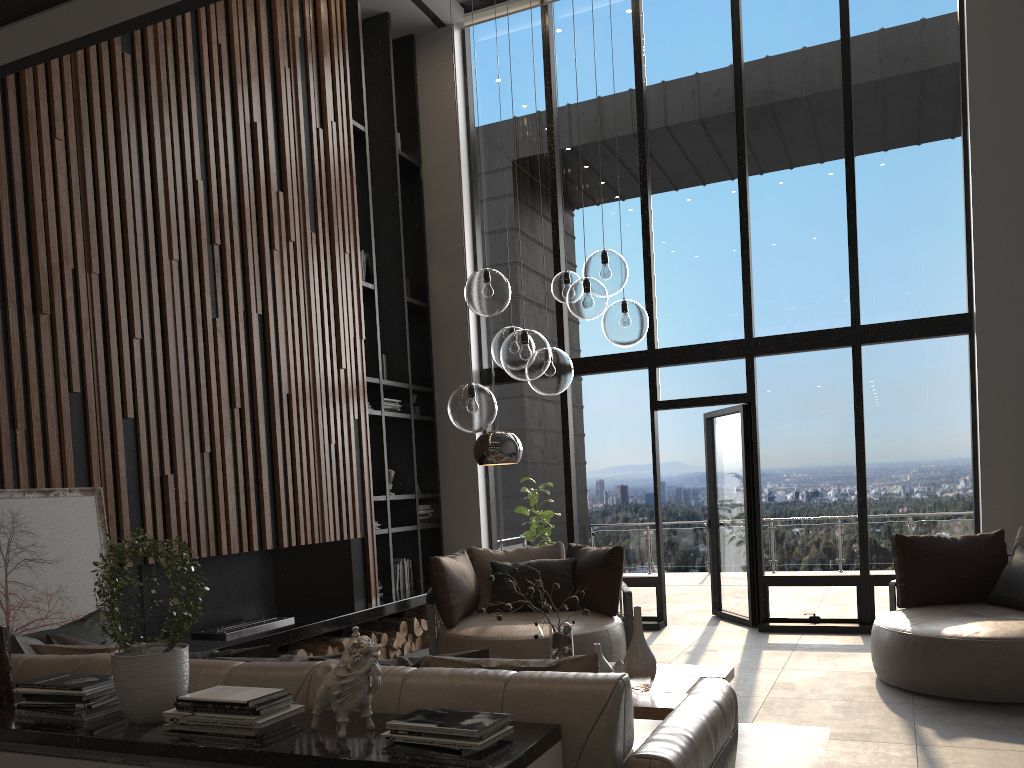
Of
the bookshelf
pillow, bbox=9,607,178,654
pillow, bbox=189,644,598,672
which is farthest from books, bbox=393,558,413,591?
pillow, bbox=189,644,598,672

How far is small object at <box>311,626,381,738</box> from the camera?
2.2 meters

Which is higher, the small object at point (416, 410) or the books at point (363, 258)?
the books at point (363, 258)

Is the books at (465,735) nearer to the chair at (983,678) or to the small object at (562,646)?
the small object at (562,646)

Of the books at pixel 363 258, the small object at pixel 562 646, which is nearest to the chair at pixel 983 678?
the small object at pixel 562 646

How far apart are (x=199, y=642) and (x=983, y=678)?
4.5m

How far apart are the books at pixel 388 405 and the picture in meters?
3.5 m

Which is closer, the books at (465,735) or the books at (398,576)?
the books at (465,735)

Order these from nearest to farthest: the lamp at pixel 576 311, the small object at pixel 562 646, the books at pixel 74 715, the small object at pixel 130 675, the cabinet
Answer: the cabinet → the small object at pixel 130 675 → the books at pixel 74 715 → the lamp at pixel 576 311 → the small object at pixel 562 646

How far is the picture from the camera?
4.14m
